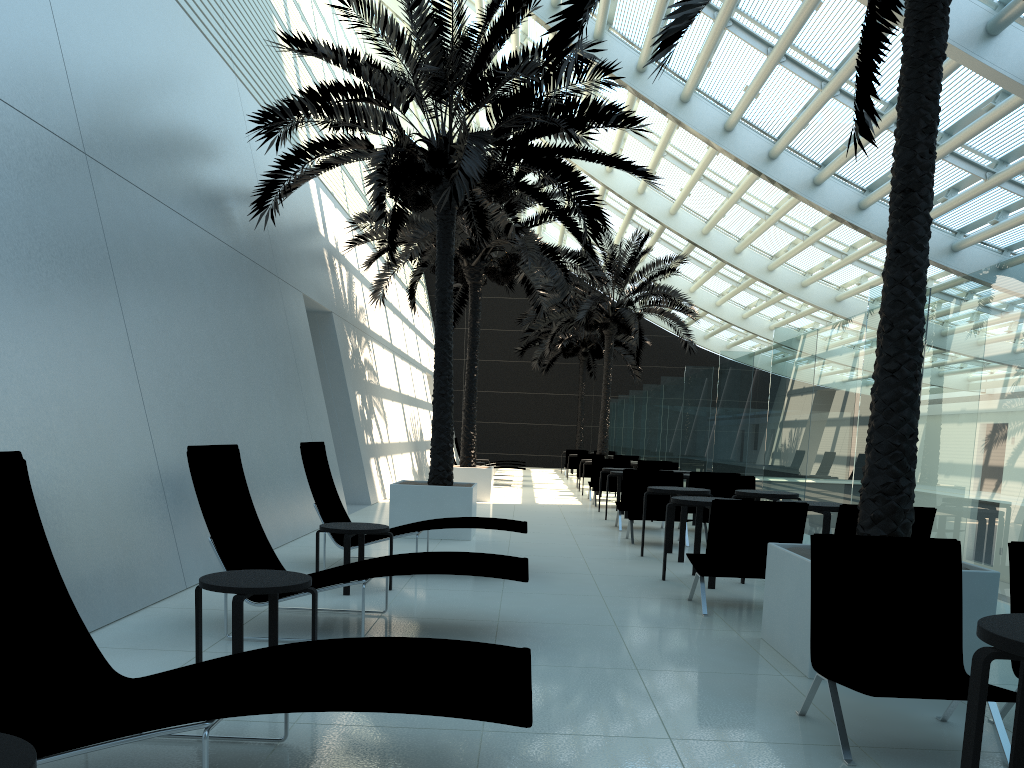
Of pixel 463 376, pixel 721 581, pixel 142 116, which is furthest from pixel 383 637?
pixel 463 376

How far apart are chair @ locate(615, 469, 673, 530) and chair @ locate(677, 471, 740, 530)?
0.92m

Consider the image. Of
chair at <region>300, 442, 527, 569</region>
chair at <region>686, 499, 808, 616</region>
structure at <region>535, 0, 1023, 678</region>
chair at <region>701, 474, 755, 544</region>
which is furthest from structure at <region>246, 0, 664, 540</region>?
chair at <region>686, 499, 808, 616</region>

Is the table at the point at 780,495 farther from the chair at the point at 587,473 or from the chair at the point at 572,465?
the chair at the point at 572,465

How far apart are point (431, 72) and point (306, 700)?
8.3m

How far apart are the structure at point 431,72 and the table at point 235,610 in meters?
5.4 m

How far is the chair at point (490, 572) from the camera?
5.2 meters

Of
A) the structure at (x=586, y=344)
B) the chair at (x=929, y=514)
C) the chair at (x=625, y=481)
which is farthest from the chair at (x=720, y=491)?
the structure at (x=586, y=344)

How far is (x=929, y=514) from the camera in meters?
6.3

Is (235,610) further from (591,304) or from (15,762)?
(591,304)
